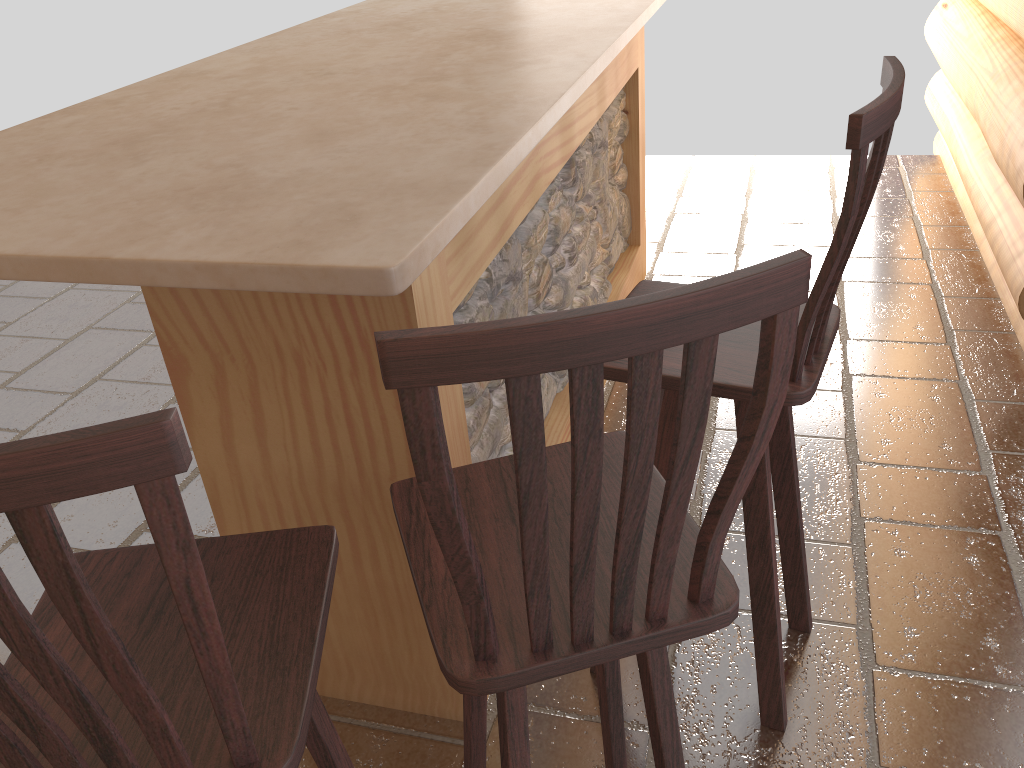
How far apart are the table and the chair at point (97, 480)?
0.4m

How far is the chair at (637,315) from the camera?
0.76m

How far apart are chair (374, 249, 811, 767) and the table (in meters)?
0.27

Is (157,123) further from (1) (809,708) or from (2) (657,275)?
(2) (657,275)

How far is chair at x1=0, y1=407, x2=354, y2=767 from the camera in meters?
0.7 m

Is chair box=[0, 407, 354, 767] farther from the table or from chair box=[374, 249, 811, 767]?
Answer: the table

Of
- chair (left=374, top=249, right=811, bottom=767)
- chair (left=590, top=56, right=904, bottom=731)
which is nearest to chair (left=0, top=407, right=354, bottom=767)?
chair (left=374, top=249, right=811, bottom=767)

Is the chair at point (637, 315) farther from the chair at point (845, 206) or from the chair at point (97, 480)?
the chair at point (845, 206)

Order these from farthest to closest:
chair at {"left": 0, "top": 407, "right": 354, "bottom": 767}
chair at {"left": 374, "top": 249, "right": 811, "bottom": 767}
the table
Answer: the table < chair at {"left": 374, "top": 249, "right": 811, "bottom": 767} < chair at {"left": 0, "top": 407, "right": 354, "bottom": 767}

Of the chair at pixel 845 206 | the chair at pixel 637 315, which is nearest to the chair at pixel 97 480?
Answer: the chair at pixel 637 315
